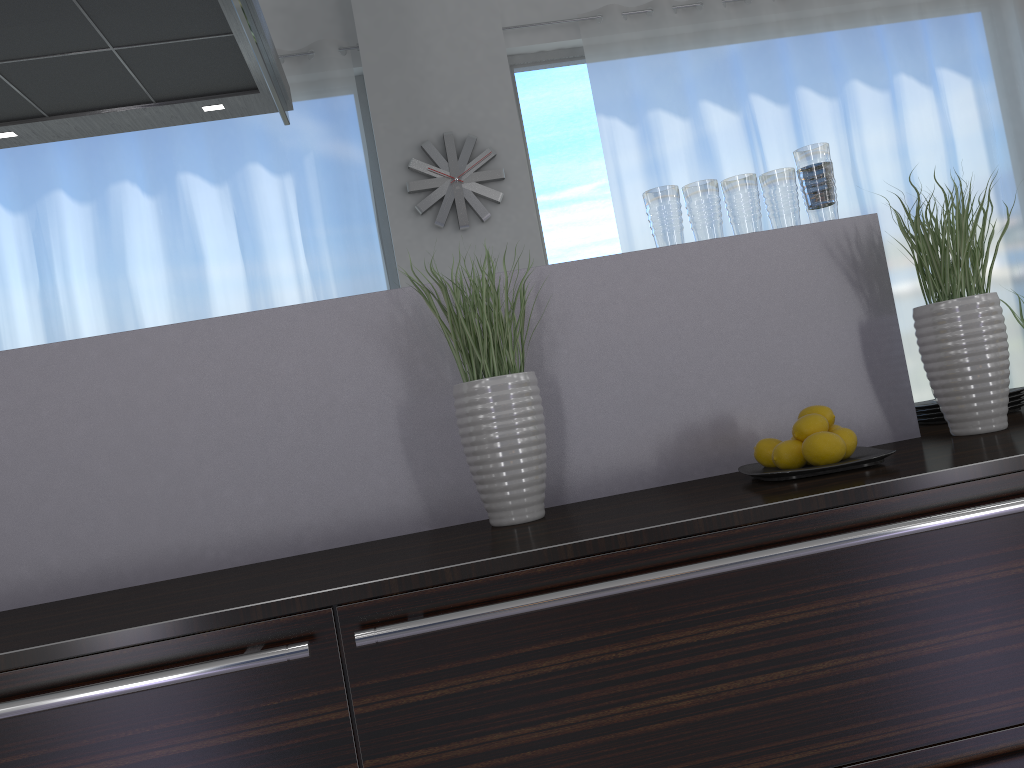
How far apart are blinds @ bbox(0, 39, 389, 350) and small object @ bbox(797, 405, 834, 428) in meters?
3.3

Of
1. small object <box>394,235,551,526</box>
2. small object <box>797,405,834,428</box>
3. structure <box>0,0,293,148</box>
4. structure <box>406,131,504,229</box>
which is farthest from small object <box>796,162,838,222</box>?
structure <box>406,131,504,229</box>

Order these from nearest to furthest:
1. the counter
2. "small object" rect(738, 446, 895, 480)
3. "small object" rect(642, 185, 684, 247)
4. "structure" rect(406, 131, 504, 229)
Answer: the counter → "small object" rect(738, 446, 895, 480) → "small object" rect(642, 185, 684, 247) → "structure" rect(406, 131, 504, 229)

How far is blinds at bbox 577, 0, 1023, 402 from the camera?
4.8m

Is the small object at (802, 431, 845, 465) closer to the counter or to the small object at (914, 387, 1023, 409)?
the counter

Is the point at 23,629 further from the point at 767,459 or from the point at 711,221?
the point at 711,221

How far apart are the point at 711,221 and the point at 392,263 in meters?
3.2 m

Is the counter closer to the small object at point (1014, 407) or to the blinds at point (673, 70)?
the small object at point (1014, 407)

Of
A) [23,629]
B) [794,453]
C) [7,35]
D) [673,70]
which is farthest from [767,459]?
[673,70]

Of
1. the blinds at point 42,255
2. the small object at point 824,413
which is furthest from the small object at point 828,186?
the blinds at point 42,255
